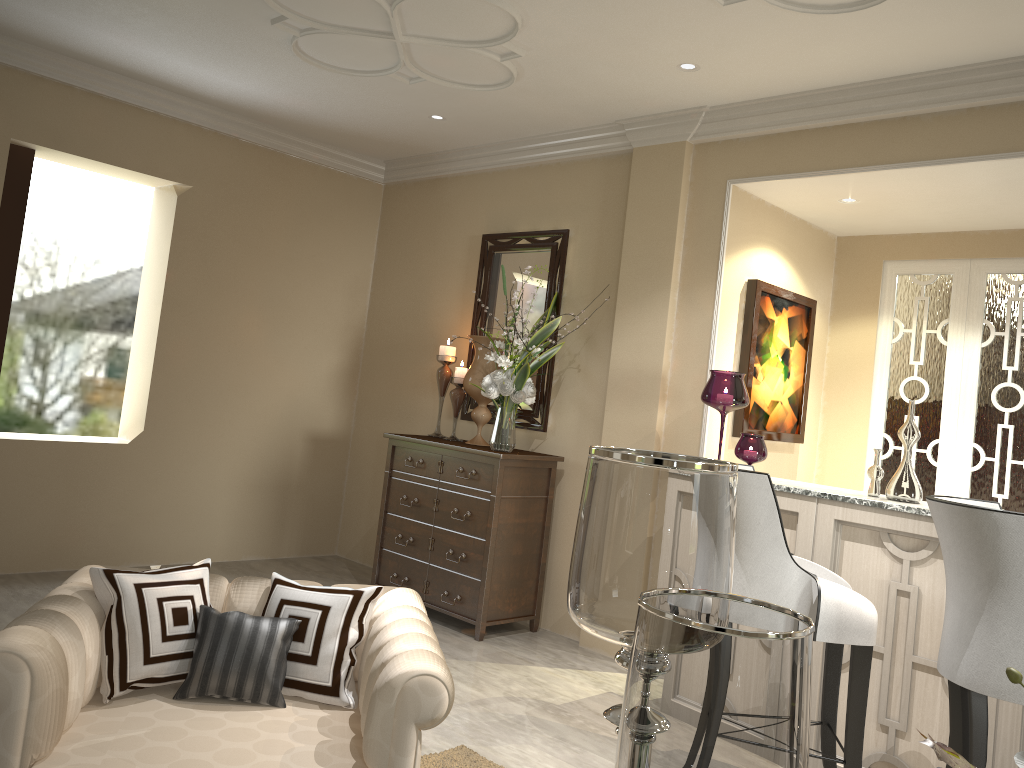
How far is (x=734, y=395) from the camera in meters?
3.4 m

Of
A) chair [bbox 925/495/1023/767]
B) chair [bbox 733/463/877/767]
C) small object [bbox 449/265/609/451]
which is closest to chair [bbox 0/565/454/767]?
chair [bbox 733/463/877/767]

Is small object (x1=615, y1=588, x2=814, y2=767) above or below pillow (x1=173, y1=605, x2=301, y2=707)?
above

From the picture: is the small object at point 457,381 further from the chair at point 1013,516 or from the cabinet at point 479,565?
the chair at point 1013,516

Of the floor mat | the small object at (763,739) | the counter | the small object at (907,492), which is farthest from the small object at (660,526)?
the small object at (907,492)

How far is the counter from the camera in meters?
2.7

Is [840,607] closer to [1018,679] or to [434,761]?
[434,761]

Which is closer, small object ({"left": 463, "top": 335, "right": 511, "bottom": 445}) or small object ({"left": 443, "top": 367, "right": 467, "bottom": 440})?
small object ({"left": 463, "top": 335, "right": 511, "bottom": 445})

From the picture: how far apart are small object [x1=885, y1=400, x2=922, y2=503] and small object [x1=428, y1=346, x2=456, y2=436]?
2.3m

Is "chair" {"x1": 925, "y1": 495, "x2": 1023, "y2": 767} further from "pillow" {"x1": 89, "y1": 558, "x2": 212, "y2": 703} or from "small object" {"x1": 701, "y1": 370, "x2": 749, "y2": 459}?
"pillow" {"x1": 89, "y1": 558, "x2": 212, "y2": 703}
